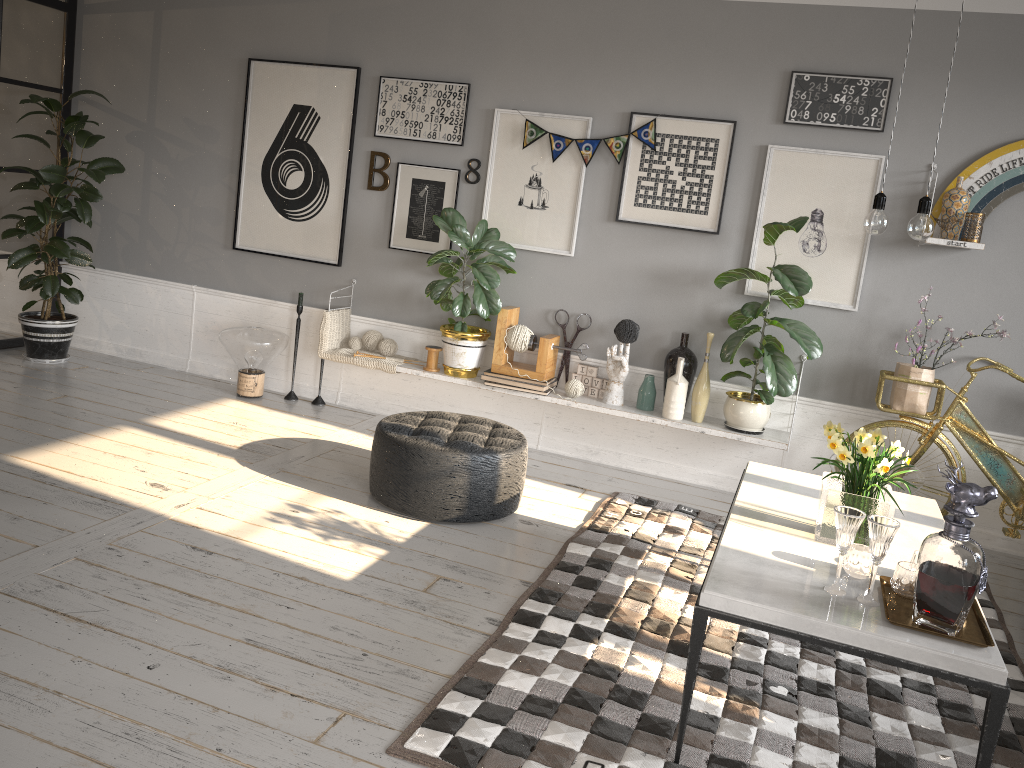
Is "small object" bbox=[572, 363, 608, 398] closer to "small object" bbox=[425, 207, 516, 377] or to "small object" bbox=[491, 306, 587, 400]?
"small object" bbox=[491, 306, 587, 400]

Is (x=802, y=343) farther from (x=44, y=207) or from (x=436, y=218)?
(x=44, y=207)

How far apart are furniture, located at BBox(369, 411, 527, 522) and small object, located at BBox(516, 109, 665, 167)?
1.61m

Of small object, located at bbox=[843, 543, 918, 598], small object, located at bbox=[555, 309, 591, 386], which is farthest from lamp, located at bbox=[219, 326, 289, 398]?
small object, located at bbox=[843, 543, 918, 598]

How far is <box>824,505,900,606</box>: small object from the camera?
2.31m

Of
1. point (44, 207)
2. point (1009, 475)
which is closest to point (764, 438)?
point (1009, 475)

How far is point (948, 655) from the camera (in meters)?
2.13

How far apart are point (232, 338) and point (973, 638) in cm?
436

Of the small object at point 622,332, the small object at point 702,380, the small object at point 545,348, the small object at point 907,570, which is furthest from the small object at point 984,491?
the small object at point 545,348

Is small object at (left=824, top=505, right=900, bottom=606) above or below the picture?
below
